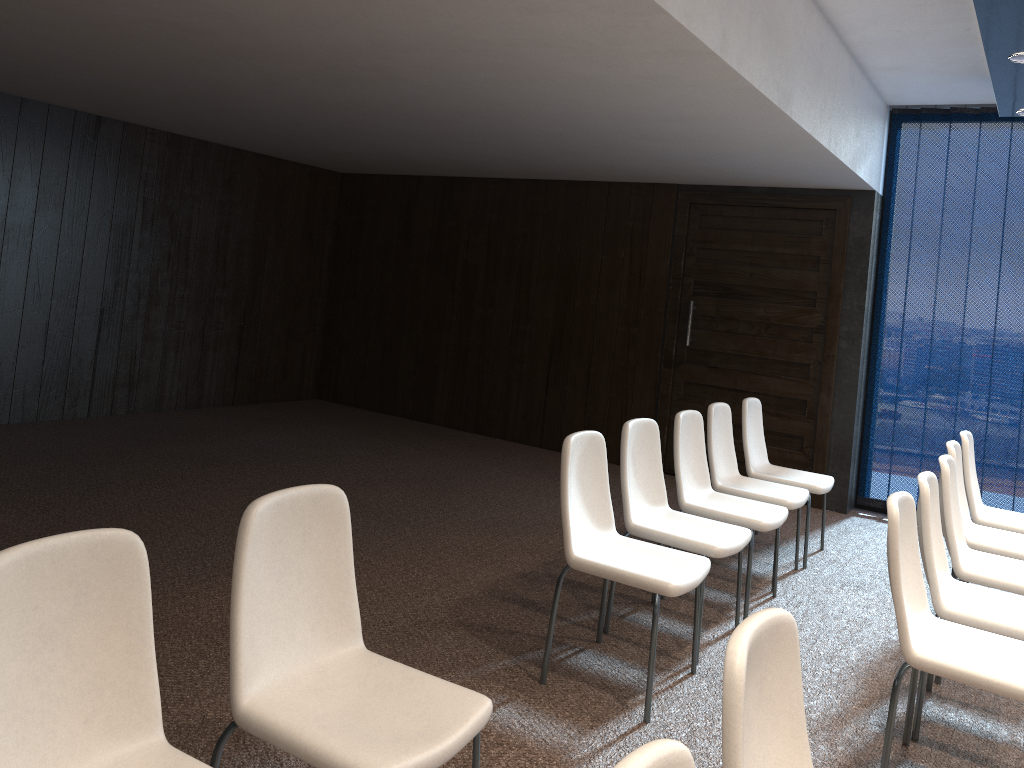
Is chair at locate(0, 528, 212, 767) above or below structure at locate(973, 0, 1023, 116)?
below

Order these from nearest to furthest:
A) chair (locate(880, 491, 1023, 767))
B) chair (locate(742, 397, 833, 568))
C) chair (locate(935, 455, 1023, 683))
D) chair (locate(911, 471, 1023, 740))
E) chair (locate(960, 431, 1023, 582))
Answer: chair (locate(880, 491, 1023, 767))
chair (locate(911, 471, 1023, 740))
chair (locate(935, 455, 1023, 683))
chair (locate(960, 431, 1023, 582))
chair (locate(742, 397, 833, 568))

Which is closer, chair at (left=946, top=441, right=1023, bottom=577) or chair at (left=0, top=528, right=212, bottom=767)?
chair at (left=0, top=528, right=212, bottom=767)

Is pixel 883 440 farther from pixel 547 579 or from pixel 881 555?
pixel 547 579

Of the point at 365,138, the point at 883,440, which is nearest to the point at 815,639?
the point at 883,440

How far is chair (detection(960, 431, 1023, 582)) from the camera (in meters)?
4.80

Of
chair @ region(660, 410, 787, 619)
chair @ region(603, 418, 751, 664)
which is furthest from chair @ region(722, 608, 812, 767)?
chair @ region(660, 410, 787, 619)

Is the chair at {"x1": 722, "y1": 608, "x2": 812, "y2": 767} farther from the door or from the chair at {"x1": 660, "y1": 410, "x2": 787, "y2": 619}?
the door

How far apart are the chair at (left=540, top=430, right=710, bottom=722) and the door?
3.6 meters

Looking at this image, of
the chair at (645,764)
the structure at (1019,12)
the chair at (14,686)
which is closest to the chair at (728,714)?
the chair at (645,764)
